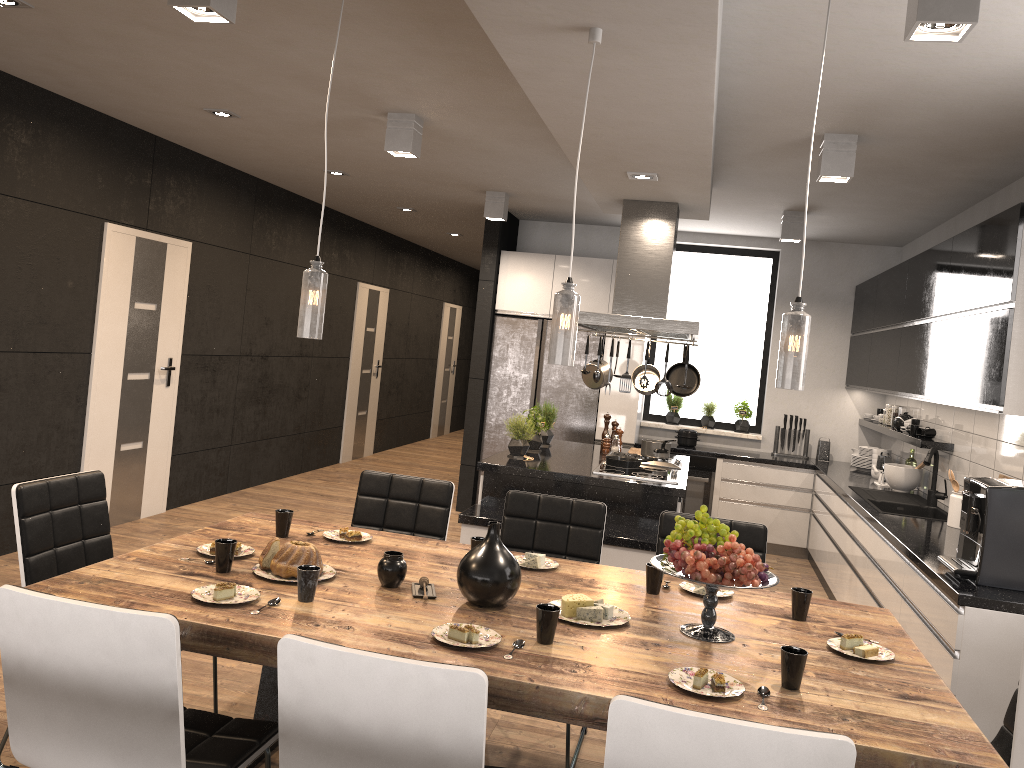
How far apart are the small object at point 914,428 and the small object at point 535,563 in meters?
3.8

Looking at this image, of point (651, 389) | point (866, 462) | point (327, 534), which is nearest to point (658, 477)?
point (651, 389)

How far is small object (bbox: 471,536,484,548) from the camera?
3.1m

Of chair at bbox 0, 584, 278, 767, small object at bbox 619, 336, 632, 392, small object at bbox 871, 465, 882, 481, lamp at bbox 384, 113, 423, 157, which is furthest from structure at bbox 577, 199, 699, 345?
chair at bbox 0, 584, 278, 767

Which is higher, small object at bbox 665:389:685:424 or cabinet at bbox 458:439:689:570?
small object at bbox 665:389:685:424

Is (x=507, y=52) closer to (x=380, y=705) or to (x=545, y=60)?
(x=545, y=60)

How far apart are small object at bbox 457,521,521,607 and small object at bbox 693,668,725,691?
0.6 meters

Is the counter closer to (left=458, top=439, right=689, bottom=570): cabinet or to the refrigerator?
the refrigerator

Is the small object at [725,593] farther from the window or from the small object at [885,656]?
the window

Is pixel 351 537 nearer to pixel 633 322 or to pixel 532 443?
pixel 633 322
